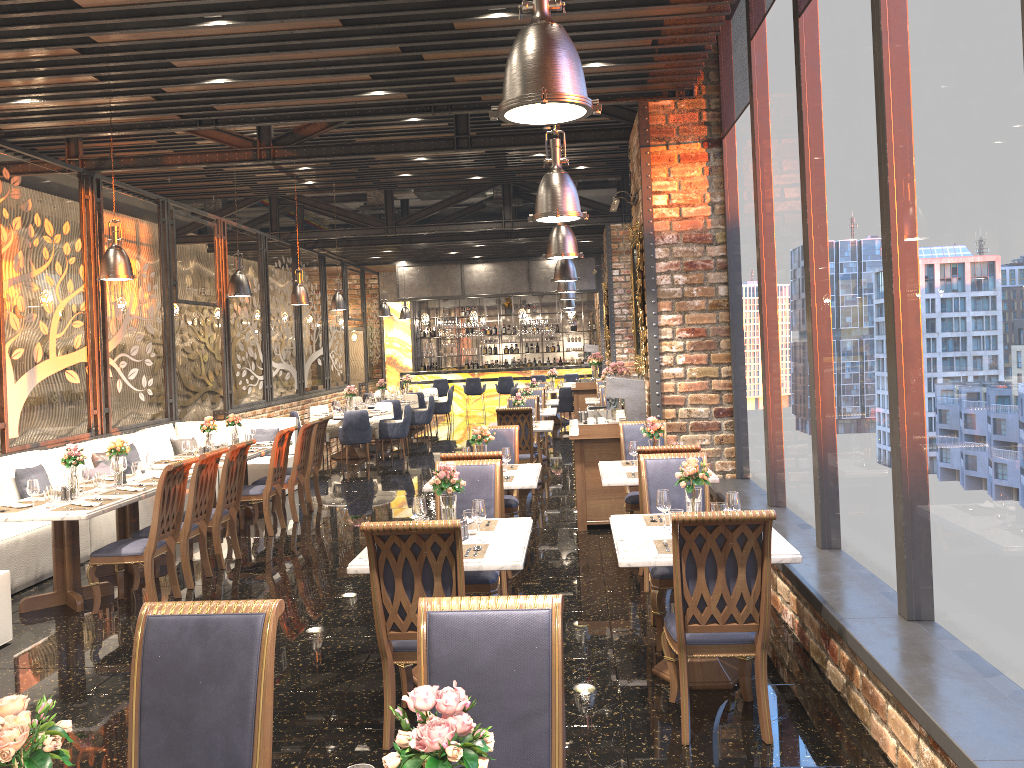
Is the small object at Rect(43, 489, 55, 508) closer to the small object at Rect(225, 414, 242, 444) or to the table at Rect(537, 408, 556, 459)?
the small object at Rect(225, 414, 242, 444)

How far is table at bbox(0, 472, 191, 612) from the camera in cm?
621

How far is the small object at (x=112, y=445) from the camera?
7.43m

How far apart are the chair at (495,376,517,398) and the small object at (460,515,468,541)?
17.4 meters

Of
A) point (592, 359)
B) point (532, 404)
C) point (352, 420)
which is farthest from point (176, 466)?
point (592, 359)

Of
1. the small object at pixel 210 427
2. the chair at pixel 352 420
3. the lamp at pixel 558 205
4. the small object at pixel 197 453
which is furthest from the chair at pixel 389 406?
the lamp at pixel 558 205

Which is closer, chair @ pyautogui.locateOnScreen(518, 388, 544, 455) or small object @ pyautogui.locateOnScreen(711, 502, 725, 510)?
small object @ pyautogui.locateOnScreen(711, 502, 725, 510)

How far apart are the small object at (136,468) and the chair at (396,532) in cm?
421

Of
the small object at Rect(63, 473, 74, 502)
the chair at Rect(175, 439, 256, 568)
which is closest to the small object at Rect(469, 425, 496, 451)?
the chair at Rect(175, 439, 256, 568)

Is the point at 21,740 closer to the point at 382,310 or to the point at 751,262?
the point at 751,262
